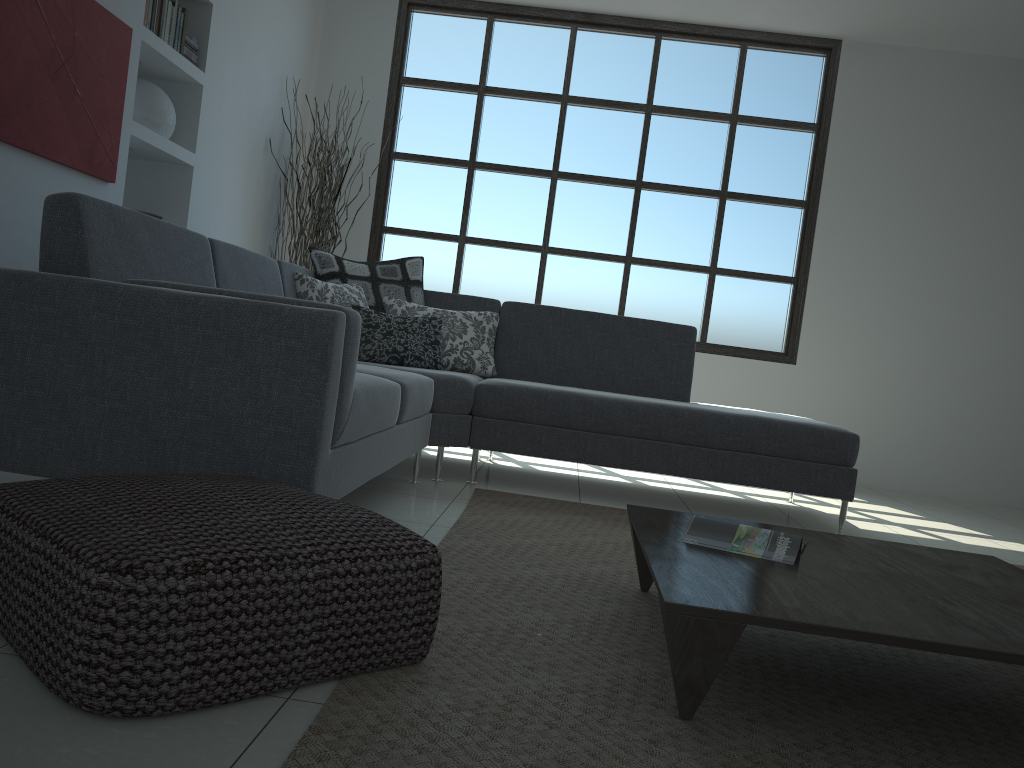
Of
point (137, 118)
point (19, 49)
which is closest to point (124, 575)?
point (19, 49)

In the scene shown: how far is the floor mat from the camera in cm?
139

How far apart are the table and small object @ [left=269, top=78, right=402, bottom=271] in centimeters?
372cm

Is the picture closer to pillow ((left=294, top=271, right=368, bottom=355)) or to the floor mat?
pillow ((left=294, top=271, right=368, bottom=355))

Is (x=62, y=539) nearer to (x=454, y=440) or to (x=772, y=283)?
(x=454, y=440)

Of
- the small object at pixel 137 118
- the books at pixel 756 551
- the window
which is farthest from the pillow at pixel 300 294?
the books at pixel 756 551

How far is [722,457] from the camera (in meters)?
3.87

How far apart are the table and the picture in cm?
245

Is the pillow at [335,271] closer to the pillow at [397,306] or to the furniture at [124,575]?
the pillow at [397,306]

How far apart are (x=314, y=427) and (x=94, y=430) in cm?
53
